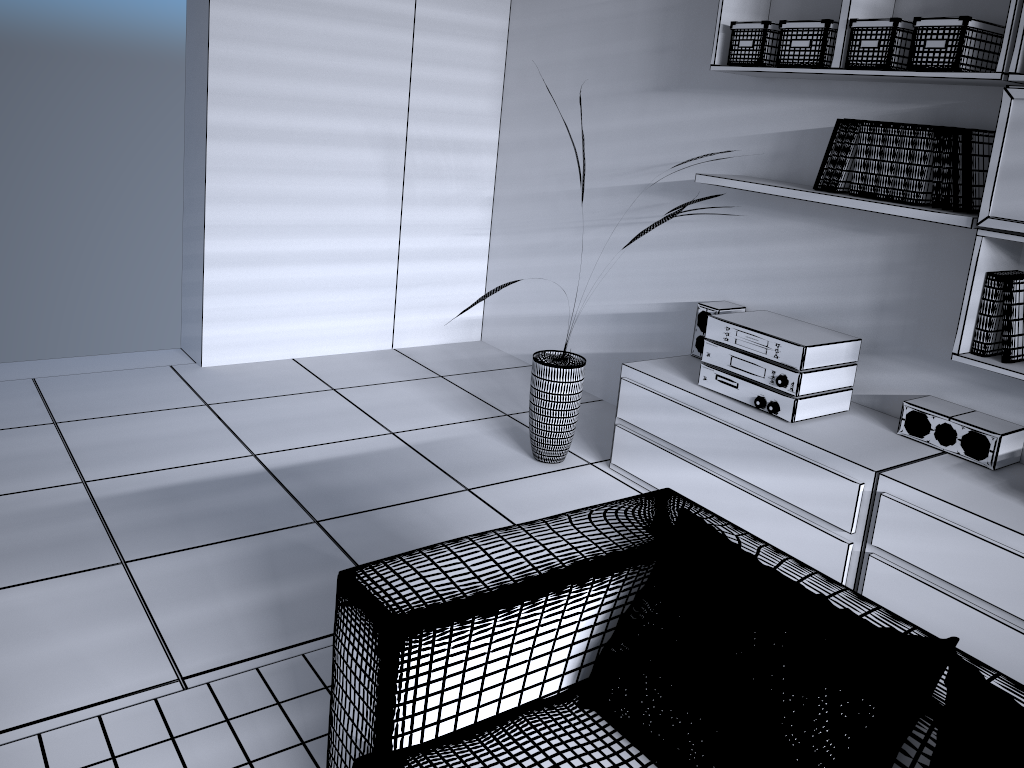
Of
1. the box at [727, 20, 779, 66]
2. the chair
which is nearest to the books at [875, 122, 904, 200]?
the box at [727, 20, 779, 66]

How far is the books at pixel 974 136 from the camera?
2.6 meters

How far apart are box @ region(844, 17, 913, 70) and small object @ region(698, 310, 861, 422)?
0.89m

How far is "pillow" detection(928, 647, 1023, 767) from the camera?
1.25m

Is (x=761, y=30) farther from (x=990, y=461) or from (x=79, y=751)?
(x=79, y=751)

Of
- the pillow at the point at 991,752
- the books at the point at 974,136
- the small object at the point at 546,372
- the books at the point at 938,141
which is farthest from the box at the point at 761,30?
the pillow at the point at 991,752

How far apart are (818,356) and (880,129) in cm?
76

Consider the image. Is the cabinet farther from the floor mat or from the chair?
the floor mat

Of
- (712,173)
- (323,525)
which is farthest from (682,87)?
(323,525)

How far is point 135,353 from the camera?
4.5 meters
